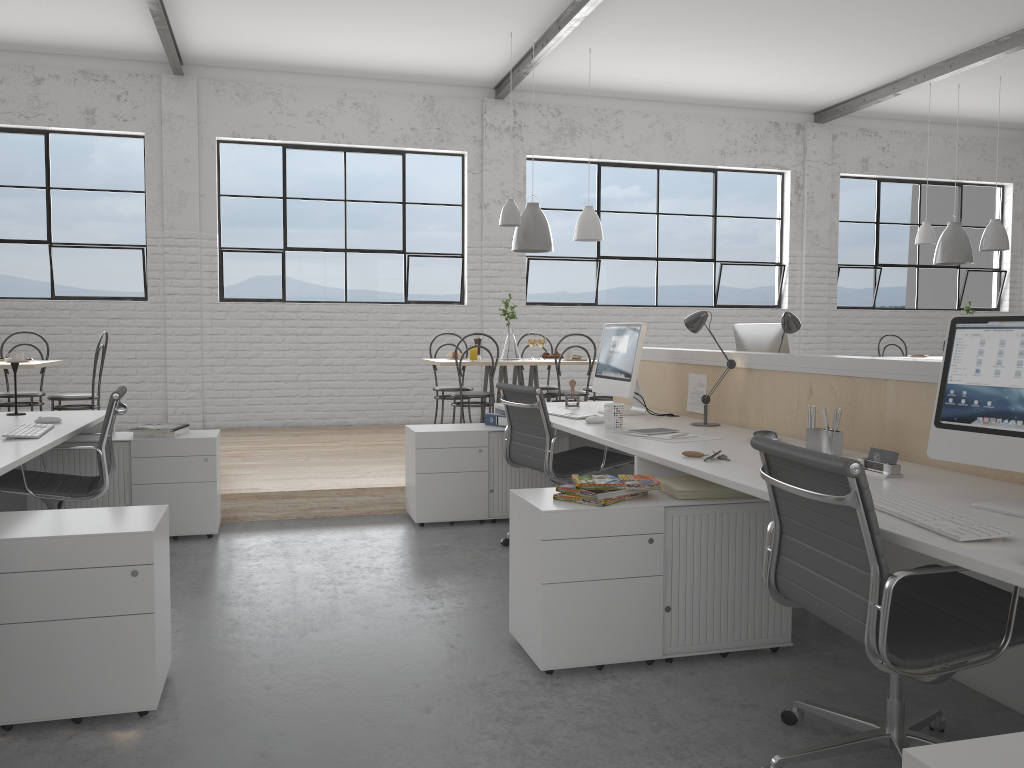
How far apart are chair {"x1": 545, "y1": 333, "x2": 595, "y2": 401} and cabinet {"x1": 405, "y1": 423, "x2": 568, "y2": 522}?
1.3m

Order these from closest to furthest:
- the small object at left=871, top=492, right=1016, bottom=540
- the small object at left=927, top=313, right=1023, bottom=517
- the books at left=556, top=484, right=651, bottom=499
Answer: the small object at left=871, top=492, right=1016, bottom=540 → the small object at left=927, top=313, right=1023, bottom=517 → the books at left=556, top=484, right=651, bottom=499

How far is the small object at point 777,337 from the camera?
3.5 meters

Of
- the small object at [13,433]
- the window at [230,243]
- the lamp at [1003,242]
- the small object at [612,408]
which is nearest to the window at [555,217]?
the window at [230,243]

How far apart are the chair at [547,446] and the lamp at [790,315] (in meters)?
0.75

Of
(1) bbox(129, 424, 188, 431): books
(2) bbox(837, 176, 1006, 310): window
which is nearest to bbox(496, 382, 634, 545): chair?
(1) bbox(129, 424, 188, 431): books

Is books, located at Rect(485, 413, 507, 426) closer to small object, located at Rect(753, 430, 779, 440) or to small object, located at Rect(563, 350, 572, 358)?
small object, located at Rect(753, 430, 779, 440)

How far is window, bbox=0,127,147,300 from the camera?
6.0 meters

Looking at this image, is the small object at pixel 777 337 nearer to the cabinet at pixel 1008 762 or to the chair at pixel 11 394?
the cabinet at pixel 1008 762

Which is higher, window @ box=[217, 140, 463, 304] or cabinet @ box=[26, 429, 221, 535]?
window @ box=[217, 140, 463, 304]
